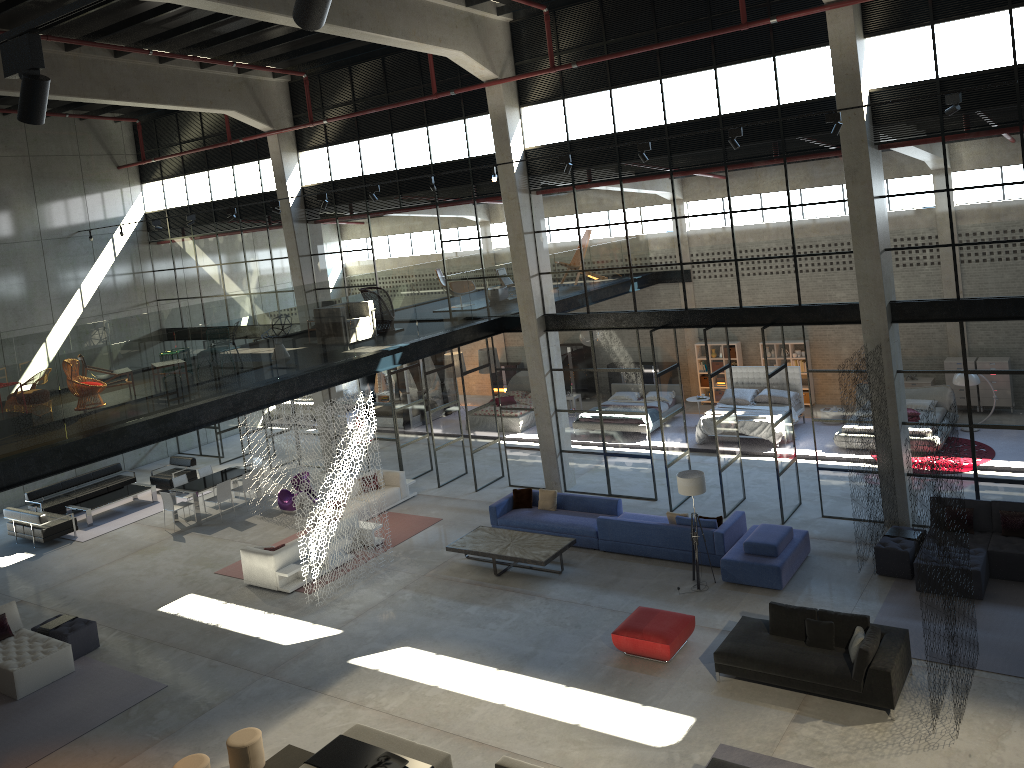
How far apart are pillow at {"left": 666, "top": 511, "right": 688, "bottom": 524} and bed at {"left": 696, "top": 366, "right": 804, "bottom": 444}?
5.9m

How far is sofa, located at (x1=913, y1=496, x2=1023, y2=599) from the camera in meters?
12.6 m

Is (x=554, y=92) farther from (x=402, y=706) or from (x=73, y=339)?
(x=73, y=339)

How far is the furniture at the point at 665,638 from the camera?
11.9m

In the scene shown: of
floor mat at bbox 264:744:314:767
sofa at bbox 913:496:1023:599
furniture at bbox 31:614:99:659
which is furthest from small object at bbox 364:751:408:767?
sofa at bbox 913:496:1023:599

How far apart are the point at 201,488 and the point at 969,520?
15.7 meters

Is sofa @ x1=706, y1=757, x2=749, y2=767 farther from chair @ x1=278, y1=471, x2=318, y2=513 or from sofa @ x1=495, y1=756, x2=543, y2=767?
chair @ x1=278, y1=471, x2=318, y2=513

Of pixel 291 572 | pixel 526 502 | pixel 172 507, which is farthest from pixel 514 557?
pixel 172 507

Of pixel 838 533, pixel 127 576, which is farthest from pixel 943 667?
pixel 127 576

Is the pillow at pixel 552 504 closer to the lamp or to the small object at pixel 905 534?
the lamp
